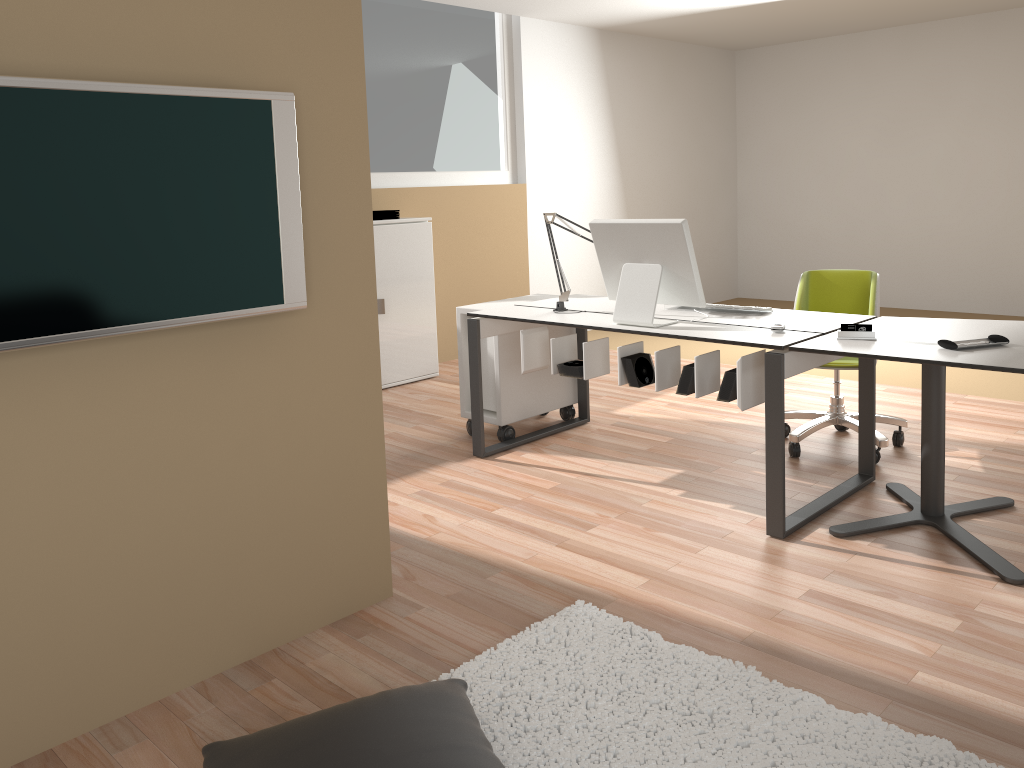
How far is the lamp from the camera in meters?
4.1 m

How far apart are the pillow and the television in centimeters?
94cm

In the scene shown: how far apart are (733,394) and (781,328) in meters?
0.3 m

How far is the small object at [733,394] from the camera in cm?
323

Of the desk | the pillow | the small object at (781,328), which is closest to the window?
the desk

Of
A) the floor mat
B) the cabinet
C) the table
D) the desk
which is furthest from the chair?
the cabinet

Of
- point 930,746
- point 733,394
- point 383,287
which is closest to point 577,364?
point 733,394

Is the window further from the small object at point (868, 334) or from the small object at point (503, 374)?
the small object at point (868, 334)

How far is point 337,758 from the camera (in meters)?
1.74

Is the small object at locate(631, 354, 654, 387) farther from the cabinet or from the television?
the cabinet
